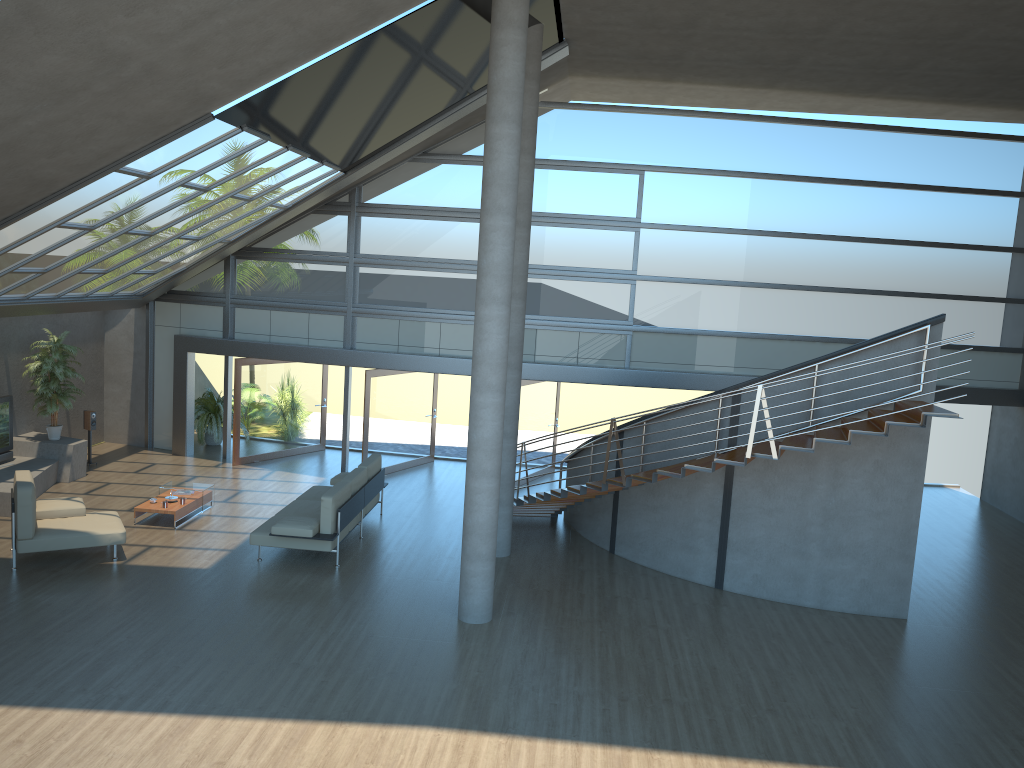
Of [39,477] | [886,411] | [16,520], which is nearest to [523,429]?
[886,411]

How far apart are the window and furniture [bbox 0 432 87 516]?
2.44m

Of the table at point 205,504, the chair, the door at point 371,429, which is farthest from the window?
the chair

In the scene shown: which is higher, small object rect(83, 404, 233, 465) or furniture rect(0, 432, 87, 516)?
small object rect(83, 404, 233, 465)

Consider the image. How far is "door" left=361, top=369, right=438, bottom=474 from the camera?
15.7 meters

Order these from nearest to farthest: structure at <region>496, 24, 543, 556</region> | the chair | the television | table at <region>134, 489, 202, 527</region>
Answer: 1. the chair
2. structure at <region>496, 24, 543, 556</region>
3. table at <region>134, 489, 202, 527</region>
4. the television

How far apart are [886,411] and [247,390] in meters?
11.0 m

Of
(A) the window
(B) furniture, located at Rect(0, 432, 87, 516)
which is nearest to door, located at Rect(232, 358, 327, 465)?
(A) the window

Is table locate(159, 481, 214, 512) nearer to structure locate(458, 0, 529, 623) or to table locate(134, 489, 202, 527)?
table locate(134, 489, 202, 527)

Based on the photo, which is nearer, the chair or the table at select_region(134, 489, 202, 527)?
the chair
